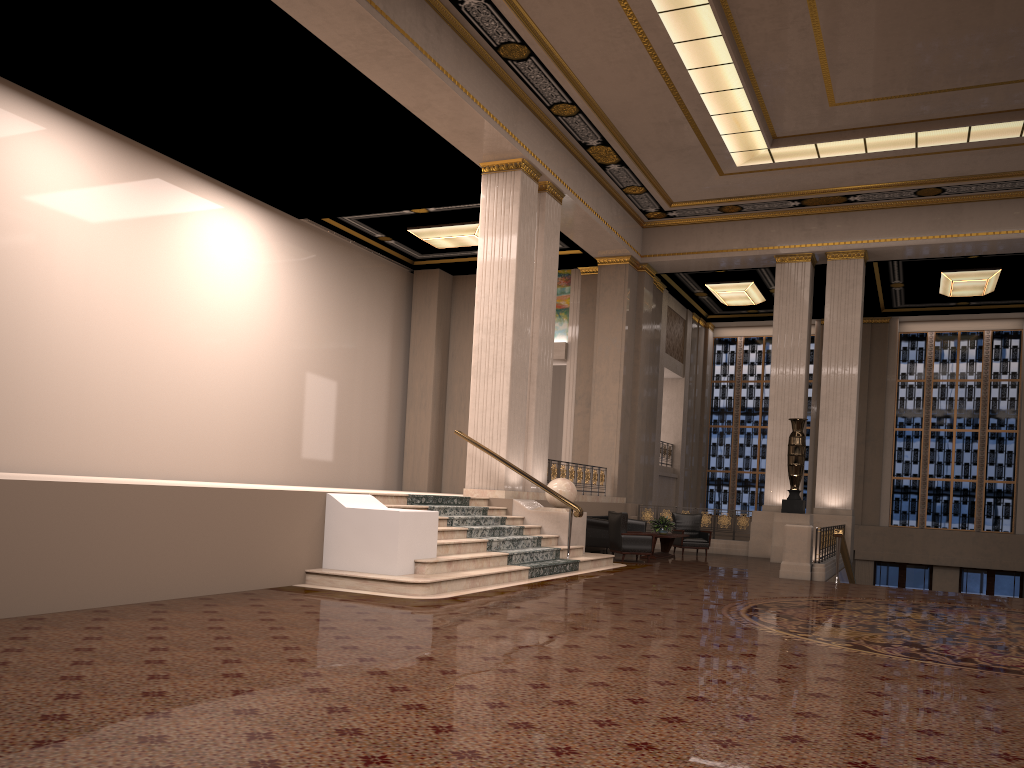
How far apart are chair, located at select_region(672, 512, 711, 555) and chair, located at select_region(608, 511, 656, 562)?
2.9m

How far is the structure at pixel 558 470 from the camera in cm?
1641

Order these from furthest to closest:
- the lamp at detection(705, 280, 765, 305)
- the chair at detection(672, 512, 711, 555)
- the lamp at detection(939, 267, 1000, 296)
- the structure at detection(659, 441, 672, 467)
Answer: the structure at detection(659, 441, 672, 467), the lamp at detection(705, 280, 765, 305), the lamp at detection(939, 267, 1000, 296), the chair at detection(672, 512, 711, 555)

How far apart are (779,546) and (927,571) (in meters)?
8.98

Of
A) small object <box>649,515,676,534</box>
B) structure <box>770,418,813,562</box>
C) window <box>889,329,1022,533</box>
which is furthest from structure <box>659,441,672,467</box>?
small object <box>649,515,676,534</box>

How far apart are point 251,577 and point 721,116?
10.8 meters

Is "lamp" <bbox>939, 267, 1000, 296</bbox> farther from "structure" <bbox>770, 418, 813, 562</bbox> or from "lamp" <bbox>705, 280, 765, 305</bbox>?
"structure" <bbox>770, 418, 813, 562</bbox>

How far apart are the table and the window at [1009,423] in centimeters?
1023cm

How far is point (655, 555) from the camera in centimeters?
1590cm

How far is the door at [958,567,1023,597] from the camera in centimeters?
2227cm
